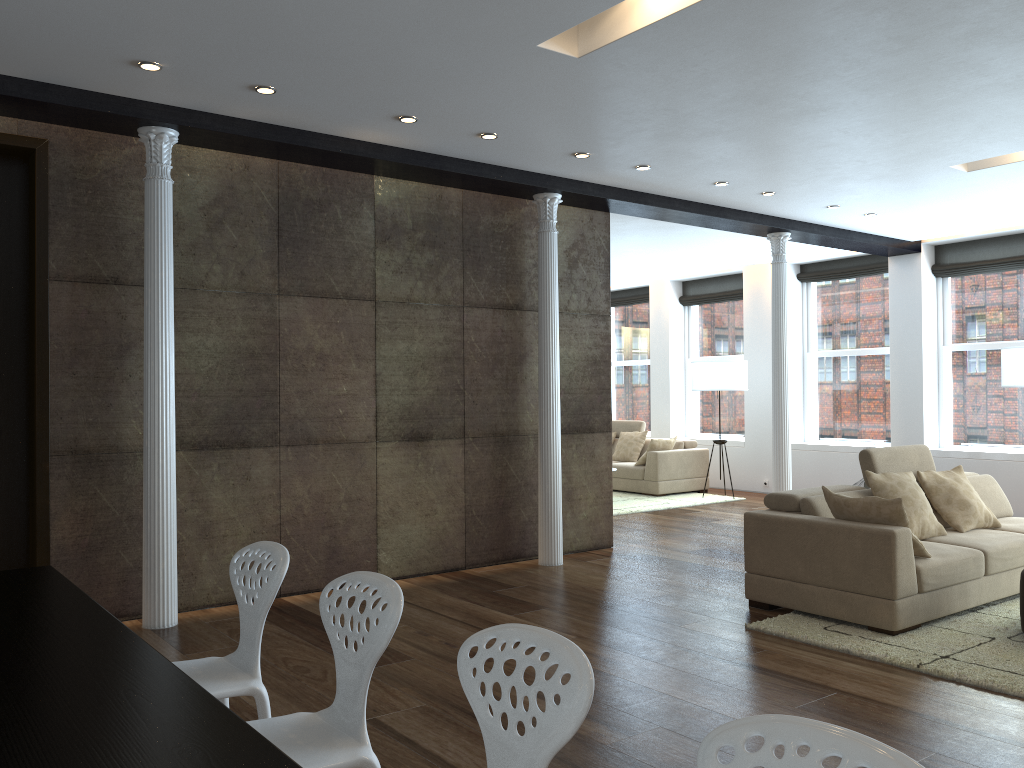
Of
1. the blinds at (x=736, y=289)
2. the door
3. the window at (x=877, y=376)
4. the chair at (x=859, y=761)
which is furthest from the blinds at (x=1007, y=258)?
the chair at (x=859, y=761)

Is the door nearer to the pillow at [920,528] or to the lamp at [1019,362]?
the pillow at [920,528]

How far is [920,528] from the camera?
5.6m

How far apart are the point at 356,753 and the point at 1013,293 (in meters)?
9.55

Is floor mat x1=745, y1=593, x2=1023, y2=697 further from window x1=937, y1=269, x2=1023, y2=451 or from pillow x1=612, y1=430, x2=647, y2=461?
pillow x1=612, y1=430, x2=647, y2=461

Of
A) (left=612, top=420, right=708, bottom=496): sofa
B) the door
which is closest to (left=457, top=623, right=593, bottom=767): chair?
the door

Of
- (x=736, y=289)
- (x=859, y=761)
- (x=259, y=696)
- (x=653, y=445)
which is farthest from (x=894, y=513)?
(x=736, y=289)

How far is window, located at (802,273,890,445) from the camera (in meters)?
10.77

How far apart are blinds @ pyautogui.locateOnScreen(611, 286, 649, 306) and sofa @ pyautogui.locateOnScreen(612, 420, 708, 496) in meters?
2.1

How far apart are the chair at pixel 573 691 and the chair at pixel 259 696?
1.03m
